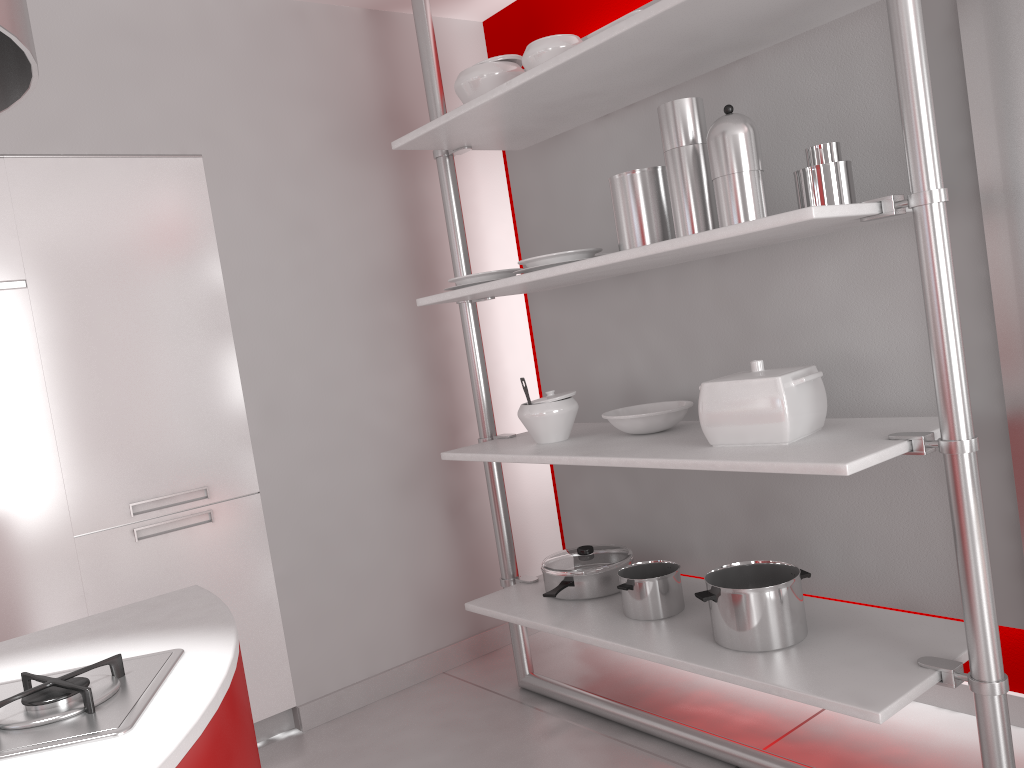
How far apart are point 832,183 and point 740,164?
0.2 meters

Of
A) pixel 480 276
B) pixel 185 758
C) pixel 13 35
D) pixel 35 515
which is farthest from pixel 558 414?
pixel 13 35

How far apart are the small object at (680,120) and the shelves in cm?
5

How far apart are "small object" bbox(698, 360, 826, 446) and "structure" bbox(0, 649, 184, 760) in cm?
133

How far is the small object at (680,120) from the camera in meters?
2.1

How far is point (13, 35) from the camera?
0.89m

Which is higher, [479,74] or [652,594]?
[479,74]

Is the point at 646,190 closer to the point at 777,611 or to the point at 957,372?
the point at 957,372

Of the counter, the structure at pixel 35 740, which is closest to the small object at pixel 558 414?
A: the counter

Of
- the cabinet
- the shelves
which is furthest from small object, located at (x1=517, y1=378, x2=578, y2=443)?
the cabinet
